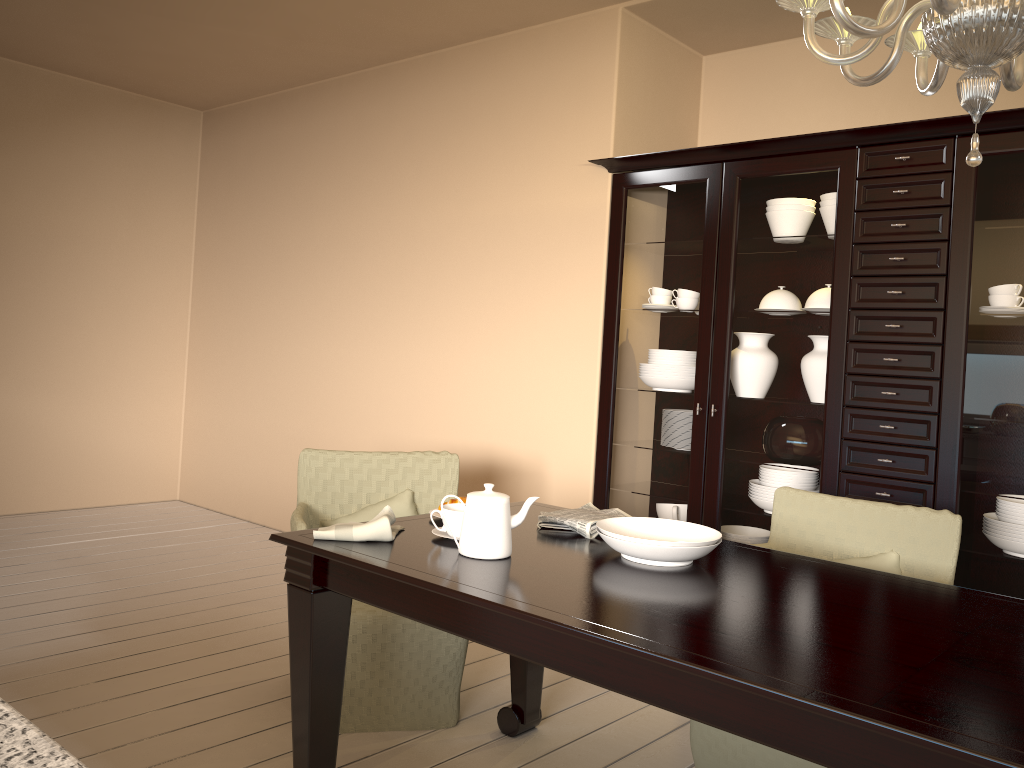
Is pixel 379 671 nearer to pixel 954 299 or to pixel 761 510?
pixel 761 510

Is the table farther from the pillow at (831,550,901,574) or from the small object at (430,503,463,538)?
the pillow at (831,550,901,574)

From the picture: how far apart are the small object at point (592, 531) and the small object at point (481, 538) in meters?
0.3 m

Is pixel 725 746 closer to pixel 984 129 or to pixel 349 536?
pixel 349 536

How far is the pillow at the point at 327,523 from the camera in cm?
286

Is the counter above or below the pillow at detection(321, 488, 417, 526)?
above

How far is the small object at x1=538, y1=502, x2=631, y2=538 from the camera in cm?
220

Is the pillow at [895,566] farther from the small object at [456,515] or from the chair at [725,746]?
the small object at [456,515]

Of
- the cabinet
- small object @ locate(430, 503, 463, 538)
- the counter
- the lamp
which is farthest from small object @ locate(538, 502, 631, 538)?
the counter

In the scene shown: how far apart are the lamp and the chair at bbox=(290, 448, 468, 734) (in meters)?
1.76
